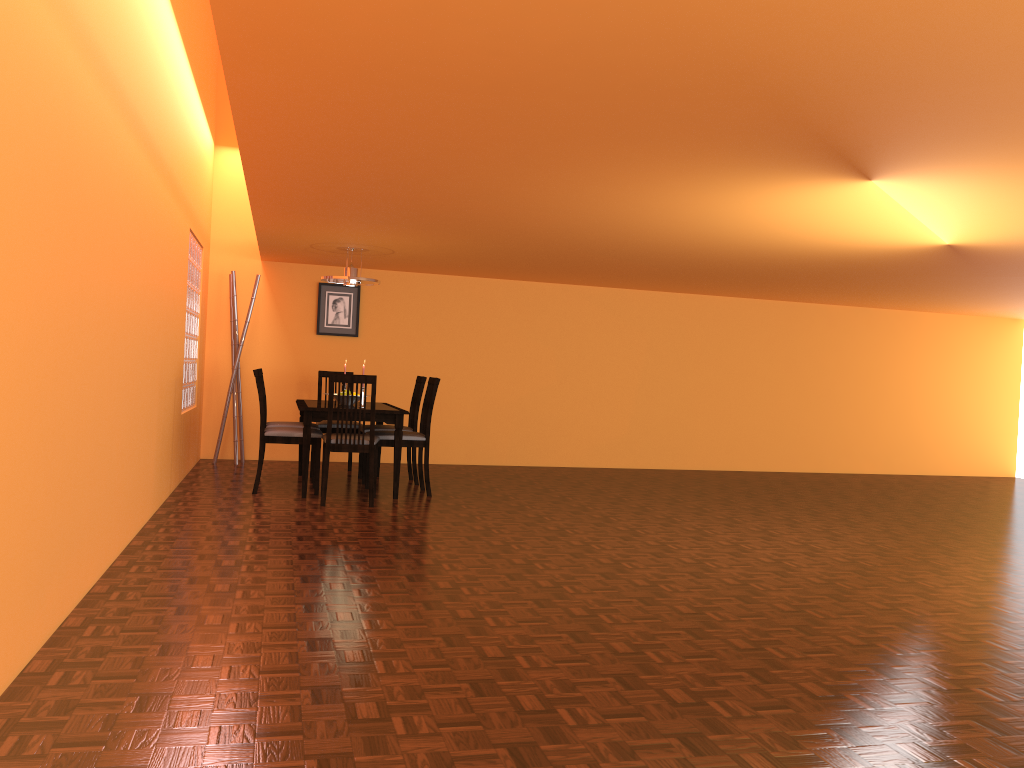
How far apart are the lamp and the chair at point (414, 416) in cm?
81

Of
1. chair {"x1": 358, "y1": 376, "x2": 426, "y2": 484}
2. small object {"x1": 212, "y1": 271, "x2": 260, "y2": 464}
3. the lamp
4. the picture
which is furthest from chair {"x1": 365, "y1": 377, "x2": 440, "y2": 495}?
small object {"x1": 212, "y1": 271, "x2": 260, "y2": 464}

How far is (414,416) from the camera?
6.52m

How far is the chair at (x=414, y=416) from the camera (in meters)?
6.52

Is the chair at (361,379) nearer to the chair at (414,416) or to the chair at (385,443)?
the chair at (385,443)

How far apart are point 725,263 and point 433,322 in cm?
280

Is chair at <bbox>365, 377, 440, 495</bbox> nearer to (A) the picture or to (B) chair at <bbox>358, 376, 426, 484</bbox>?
(B) chair at <bbox>358, 376, 426, 484</bbox>

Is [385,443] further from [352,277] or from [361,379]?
[352,277]

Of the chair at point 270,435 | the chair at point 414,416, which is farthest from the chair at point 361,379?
the chair at point 414,416

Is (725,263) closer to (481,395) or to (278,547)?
(481,395)
